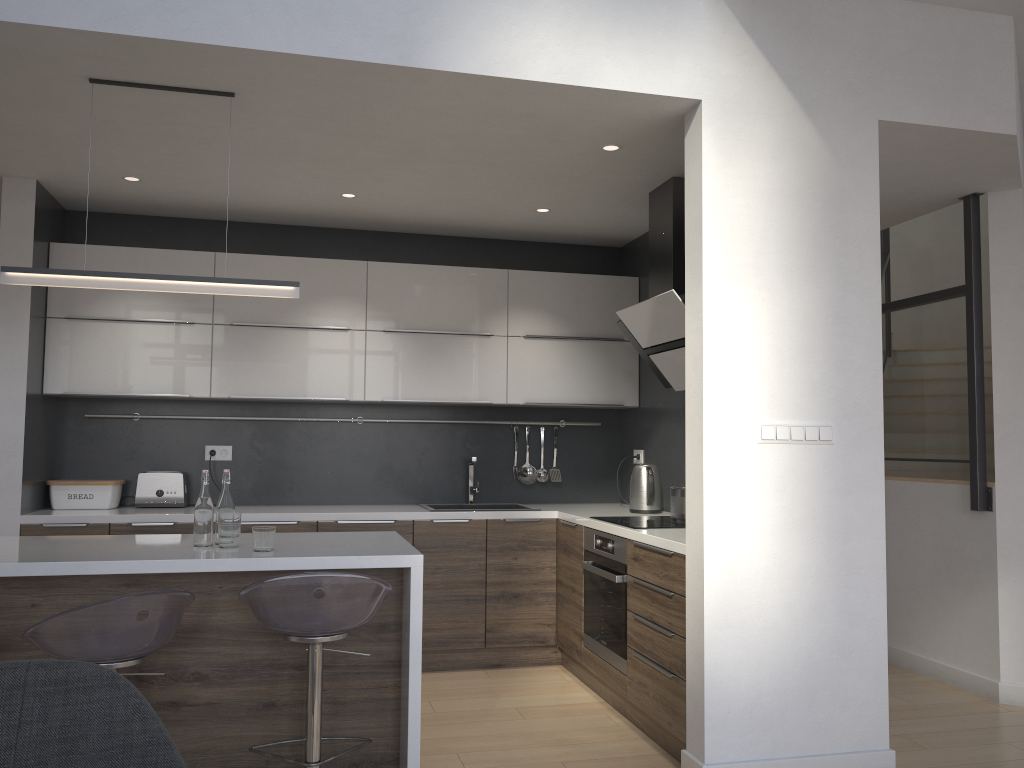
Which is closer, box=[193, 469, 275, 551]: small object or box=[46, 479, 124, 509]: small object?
box=[193, 469, 275, 551]: small object

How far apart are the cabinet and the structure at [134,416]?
0.3 meters

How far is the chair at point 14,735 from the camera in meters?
1.2 m

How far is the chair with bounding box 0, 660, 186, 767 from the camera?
1.2 meters

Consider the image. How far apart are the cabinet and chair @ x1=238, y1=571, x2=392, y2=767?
0.1m

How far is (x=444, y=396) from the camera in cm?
509

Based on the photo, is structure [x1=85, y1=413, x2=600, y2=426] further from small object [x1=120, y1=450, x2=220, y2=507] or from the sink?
the sink

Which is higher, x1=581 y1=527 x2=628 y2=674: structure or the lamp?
the lamp

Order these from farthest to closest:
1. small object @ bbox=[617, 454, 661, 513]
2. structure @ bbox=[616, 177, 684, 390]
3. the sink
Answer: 1. the sink
2. small object @ bbox=[617, 454, 661, 513]
3. structure @ bbox=[616, 177, 684, 390]

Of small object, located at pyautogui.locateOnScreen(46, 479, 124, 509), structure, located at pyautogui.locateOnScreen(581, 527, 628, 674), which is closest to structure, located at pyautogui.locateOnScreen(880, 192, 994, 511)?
structure, located at pyautogui.locateOnScreen(581, 527, 628, 674)
